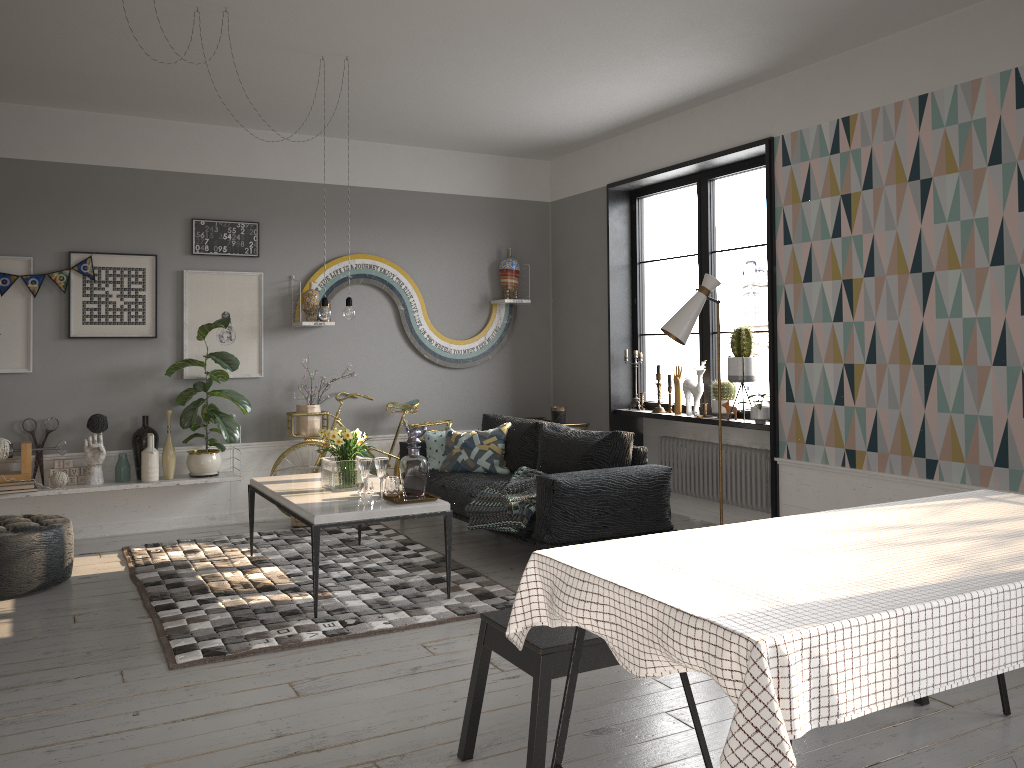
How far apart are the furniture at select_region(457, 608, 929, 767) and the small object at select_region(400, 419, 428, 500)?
1.82m

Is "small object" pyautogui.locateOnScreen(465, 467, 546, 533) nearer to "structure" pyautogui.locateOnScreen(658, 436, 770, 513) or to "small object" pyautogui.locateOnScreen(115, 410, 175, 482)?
"structure" pyautogui.locateOnScreen(658, 436, 770, 513)

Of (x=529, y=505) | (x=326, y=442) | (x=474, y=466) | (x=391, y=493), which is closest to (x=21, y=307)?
(x=326, y=442)

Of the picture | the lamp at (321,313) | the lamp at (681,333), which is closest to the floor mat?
the picture

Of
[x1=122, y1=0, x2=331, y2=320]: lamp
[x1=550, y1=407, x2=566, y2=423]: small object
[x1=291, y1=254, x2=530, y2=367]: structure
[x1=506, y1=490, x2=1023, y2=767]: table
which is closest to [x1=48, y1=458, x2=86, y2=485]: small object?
[x1=291, y1=254, x2=530, y2=367]: structure

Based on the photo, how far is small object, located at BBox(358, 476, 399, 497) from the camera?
4.8 meters

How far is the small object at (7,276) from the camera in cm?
593

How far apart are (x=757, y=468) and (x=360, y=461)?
2.86m

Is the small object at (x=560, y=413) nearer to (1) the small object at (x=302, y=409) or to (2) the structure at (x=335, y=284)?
(2) the structure at (x=335, y=284)

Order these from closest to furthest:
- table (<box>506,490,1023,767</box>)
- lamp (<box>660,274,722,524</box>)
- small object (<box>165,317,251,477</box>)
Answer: table (<box>506,490,1023,767</box>), lamp (<box>660,274,722,524</box>), small object (<box>165,317,251,477</box>)
